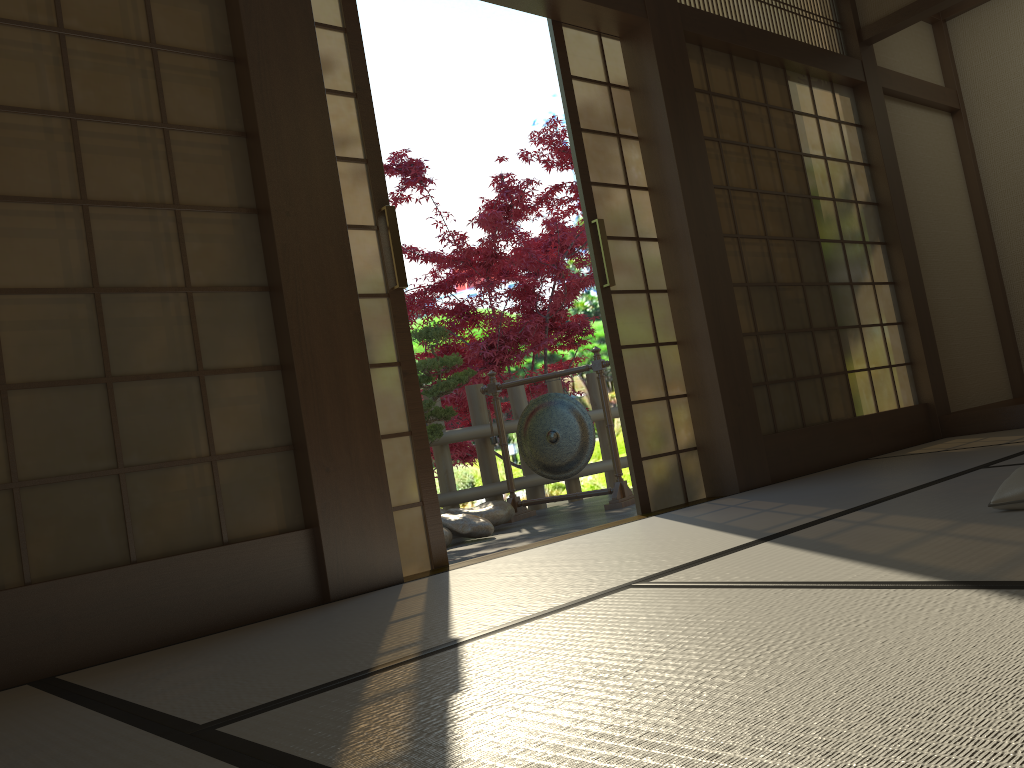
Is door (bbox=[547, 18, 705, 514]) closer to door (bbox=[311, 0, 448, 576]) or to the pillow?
door (bbox=[311, 0, 448, 576])

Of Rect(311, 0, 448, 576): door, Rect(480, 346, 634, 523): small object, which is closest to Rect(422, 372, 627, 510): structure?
Rect(480, 346, 634, 523): small object

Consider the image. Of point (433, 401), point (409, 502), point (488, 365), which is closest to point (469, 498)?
point (433, 401)

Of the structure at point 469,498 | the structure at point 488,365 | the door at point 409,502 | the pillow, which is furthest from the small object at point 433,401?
the pillow

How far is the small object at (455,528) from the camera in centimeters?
499cm

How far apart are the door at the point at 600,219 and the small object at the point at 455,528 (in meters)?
1.37

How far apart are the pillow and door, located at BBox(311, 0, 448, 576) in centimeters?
174cm

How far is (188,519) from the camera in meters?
2.5 m

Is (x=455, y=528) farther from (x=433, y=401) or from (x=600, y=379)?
(x=600, y=379)

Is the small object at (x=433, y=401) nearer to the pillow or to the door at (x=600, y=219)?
the door at (x=600, y=219)
